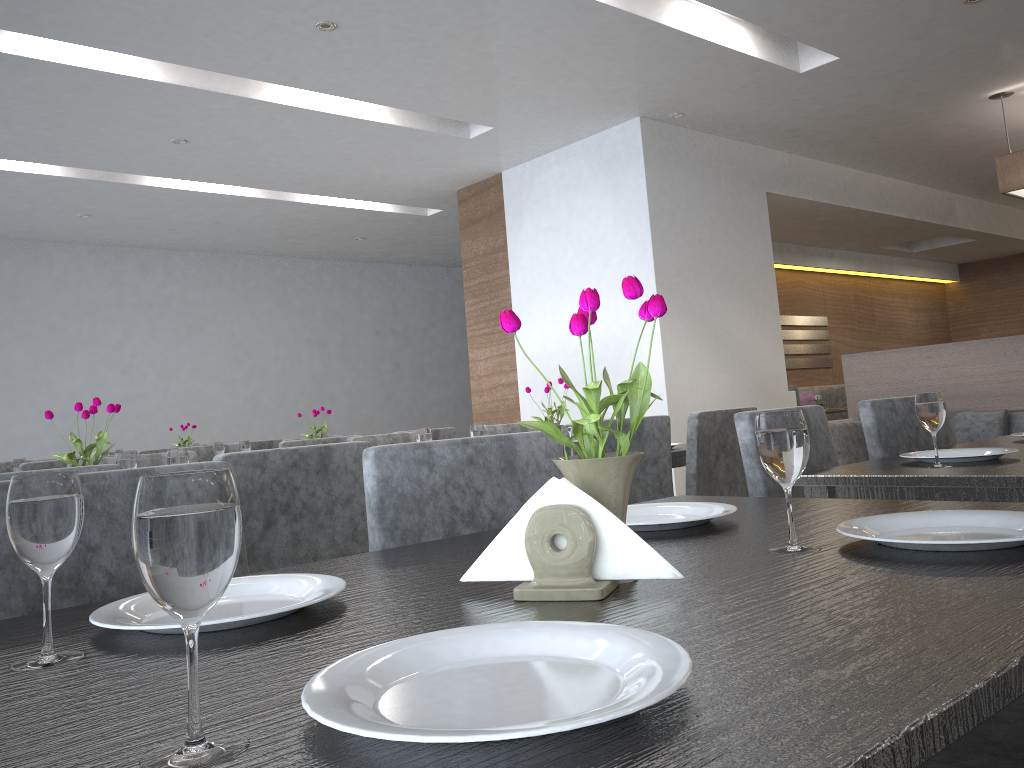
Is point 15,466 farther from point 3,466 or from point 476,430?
point 476,430

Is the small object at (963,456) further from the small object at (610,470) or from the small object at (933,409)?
the small object at (610,470)

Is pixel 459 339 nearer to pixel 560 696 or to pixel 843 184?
pixel 843 184

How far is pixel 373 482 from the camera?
1.3m

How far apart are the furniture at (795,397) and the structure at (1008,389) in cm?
60

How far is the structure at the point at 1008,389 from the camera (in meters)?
4.66

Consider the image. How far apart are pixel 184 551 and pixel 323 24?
3.64m

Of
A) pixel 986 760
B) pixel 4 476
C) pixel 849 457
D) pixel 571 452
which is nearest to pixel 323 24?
pixel 4 476

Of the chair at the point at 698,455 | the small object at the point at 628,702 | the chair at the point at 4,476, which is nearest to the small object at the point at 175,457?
the chair at the point at 4,476

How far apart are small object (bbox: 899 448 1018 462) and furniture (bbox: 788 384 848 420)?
4.17m
